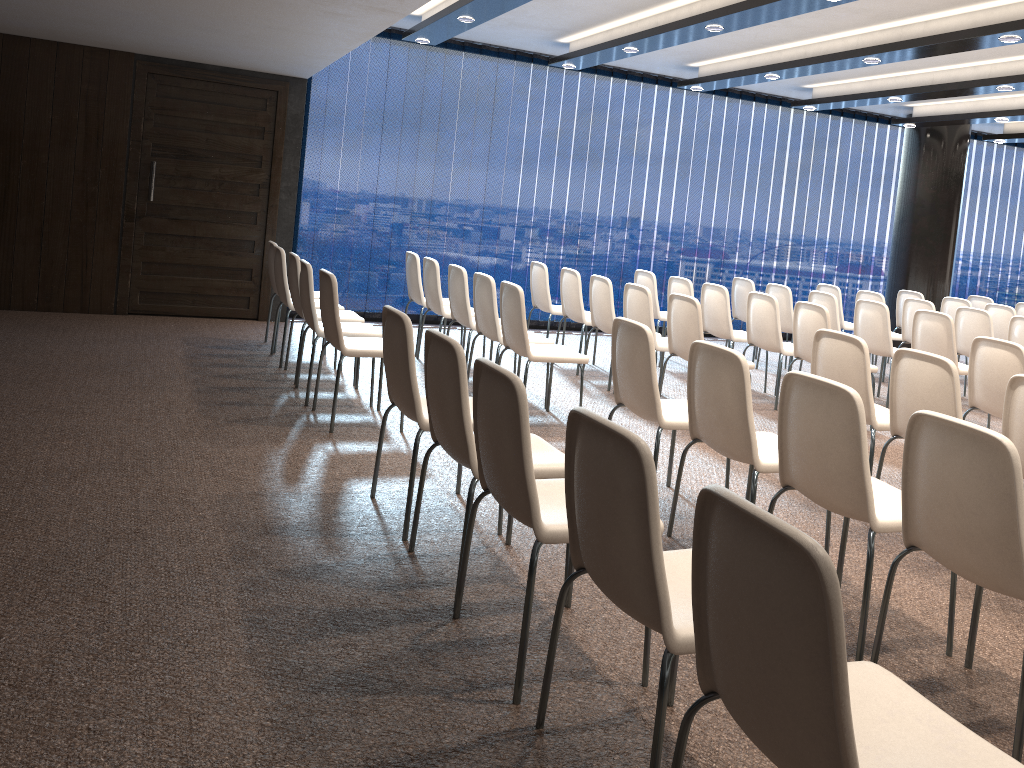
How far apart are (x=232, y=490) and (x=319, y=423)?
1.3 meters

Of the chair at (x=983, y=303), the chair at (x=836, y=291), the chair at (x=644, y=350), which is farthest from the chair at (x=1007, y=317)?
the chair at (x=644, y=350)

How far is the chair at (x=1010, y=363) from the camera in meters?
5.0

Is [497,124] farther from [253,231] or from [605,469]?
[605,469]

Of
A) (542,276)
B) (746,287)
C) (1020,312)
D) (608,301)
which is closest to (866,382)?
(608,301)

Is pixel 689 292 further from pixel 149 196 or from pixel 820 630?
pixel 820 630

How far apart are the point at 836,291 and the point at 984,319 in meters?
1.9 m

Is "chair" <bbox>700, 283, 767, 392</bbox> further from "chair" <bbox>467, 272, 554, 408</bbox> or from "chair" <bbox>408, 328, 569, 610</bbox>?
"chair" <bbox>408, 328, 569, 610</bbox>

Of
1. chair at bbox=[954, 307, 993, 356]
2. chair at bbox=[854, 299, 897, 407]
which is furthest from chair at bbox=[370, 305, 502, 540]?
chair at bbox=[954, 307, 993, 356]

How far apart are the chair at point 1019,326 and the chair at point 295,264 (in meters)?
5.57
